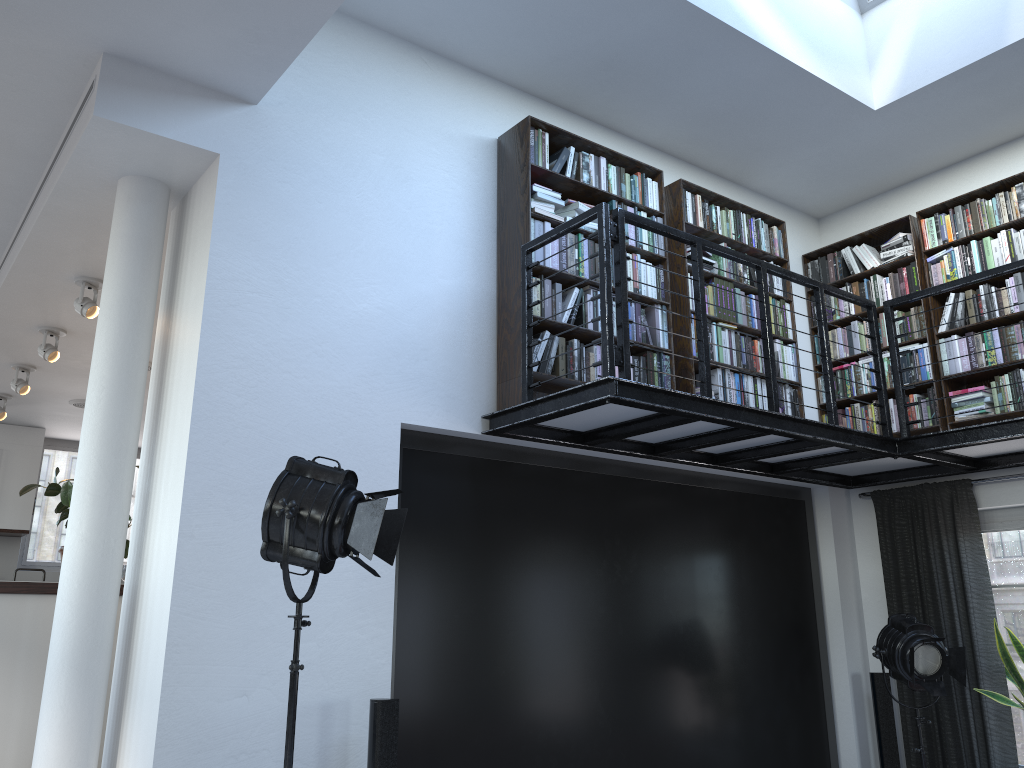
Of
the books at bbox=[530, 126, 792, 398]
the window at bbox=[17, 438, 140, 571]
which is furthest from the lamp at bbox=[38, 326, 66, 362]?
the window at bbox=[17, 438, 140, 571]

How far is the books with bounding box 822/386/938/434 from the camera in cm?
565

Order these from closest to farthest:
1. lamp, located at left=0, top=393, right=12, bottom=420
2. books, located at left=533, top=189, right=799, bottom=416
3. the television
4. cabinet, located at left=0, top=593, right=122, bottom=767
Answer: the television → cabinet, located at left=0, top=593, right=122, bottom=767 → books, located at left=533, top=189, right=799, bottom=416 → lamp, located at left=0, top=393, right=12, bottom=420

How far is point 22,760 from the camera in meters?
4.4 m

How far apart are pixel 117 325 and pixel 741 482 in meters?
3.9

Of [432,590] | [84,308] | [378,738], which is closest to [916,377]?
[432,590]

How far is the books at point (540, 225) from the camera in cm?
466

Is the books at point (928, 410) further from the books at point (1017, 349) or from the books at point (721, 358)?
the books at point (721, 358)

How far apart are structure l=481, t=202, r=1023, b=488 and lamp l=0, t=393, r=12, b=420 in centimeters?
579cm

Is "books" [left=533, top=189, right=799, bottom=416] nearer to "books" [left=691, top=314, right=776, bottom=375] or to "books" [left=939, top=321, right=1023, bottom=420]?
"books" [left=691, top=314, right=776, bottom=375]
